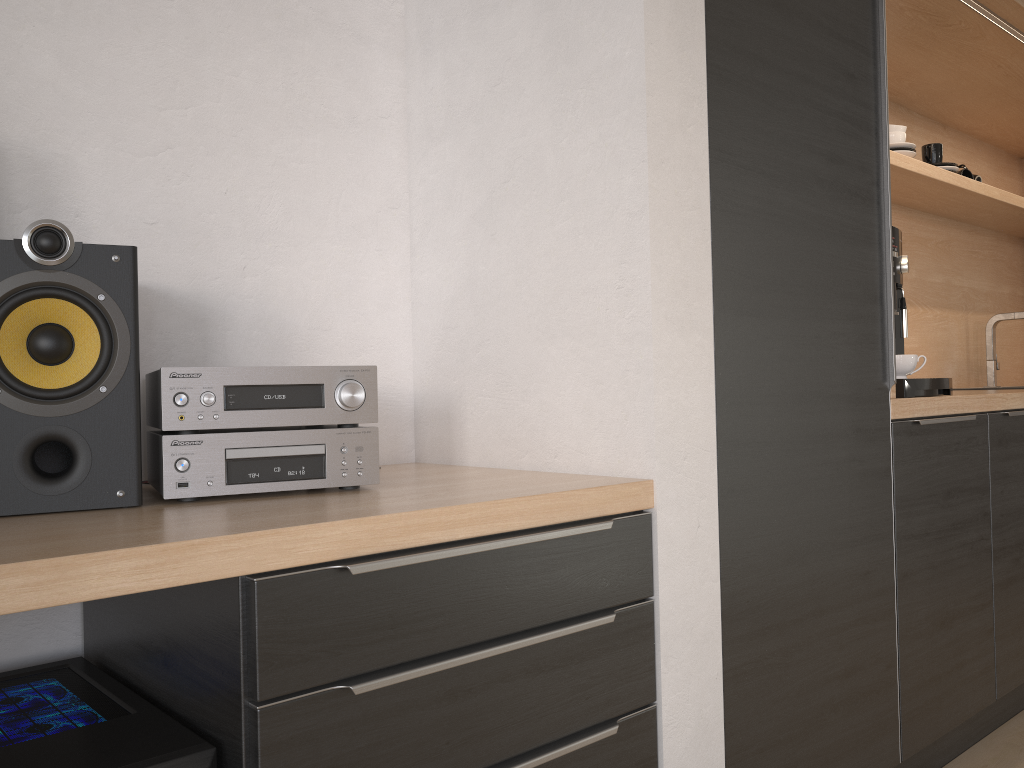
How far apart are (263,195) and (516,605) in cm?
86

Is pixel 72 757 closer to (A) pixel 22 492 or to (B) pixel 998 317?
(A) pixel 22 492

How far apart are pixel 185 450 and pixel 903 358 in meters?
1.6

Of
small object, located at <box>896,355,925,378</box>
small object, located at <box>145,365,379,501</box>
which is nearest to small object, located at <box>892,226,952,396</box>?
small object, located at <box>896,355,925,378</box>

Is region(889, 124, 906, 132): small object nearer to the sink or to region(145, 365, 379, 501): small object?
the sink

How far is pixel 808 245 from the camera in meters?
1.6

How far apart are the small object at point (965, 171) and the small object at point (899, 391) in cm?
133

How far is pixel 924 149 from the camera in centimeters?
296cm

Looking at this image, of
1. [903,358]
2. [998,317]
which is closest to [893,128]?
[903,358]

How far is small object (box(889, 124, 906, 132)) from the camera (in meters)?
2.69
